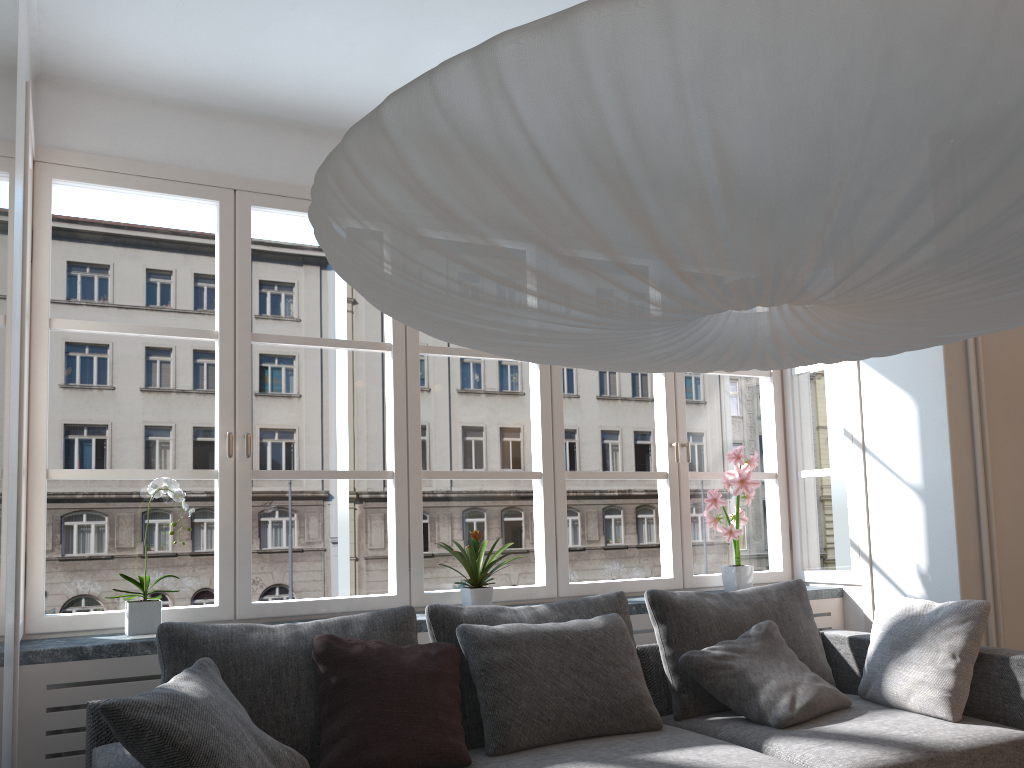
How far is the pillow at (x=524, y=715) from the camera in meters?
2.7

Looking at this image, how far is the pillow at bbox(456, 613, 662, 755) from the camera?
2.74m

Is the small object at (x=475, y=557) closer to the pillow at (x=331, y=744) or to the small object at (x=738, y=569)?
the pillow at (x=331, y=744)

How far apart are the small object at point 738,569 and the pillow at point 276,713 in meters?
1.7

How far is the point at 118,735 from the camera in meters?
2.1 m

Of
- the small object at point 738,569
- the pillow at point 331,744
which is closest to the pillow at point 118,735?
the pillow at point 331,744

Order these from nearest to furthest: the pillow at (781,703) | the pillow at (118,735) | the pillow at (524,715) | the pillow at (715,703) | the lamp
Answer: the lamp < the pillow at (118,735) < the pillow at (524,715) < the pillow at (781,703) < the pillow at (715,703)

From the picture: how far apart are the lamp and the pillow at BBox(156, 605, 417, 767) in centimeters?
146cm

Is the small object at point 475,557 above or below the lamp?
below

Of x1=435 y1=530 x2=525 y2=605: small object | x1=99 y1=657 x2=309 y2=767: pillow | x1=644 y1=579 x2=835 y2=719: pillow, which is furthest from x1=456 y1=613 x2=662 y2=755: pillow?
x1=99 y1=657 x2=309 y2=767: pillow
